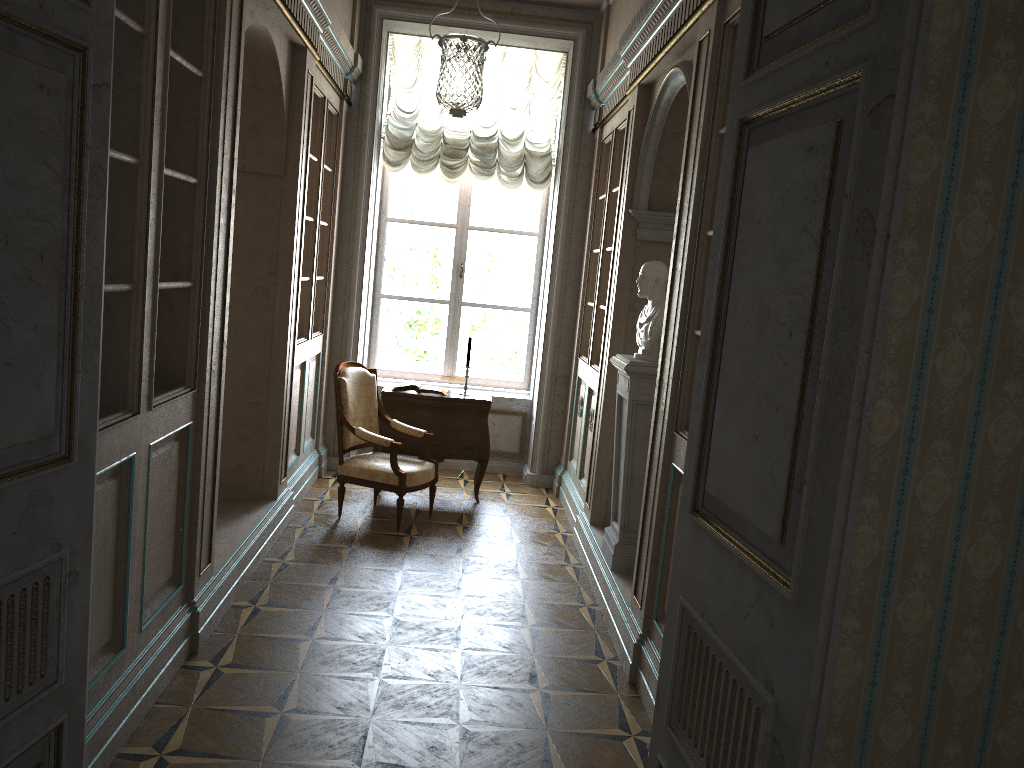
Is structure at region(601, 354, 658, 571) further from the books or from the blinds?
the blinds

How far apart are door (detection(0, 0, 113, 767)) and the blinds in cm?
531

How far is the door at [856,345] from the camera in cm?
141

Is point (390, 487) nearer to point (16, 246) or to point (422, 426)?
point (422, 426)

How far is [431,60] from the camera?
7.20m

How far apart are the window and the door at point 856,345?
5.75m

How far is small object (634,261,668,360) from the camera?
4.5m

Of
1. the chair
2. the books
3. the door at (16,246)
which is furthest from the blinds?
the door at (16,246)

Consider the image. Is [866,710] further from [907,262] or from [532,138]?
[532,138]

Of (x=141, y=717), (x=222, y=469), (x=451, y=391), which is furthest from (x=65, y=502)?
(x=451, y=391)
